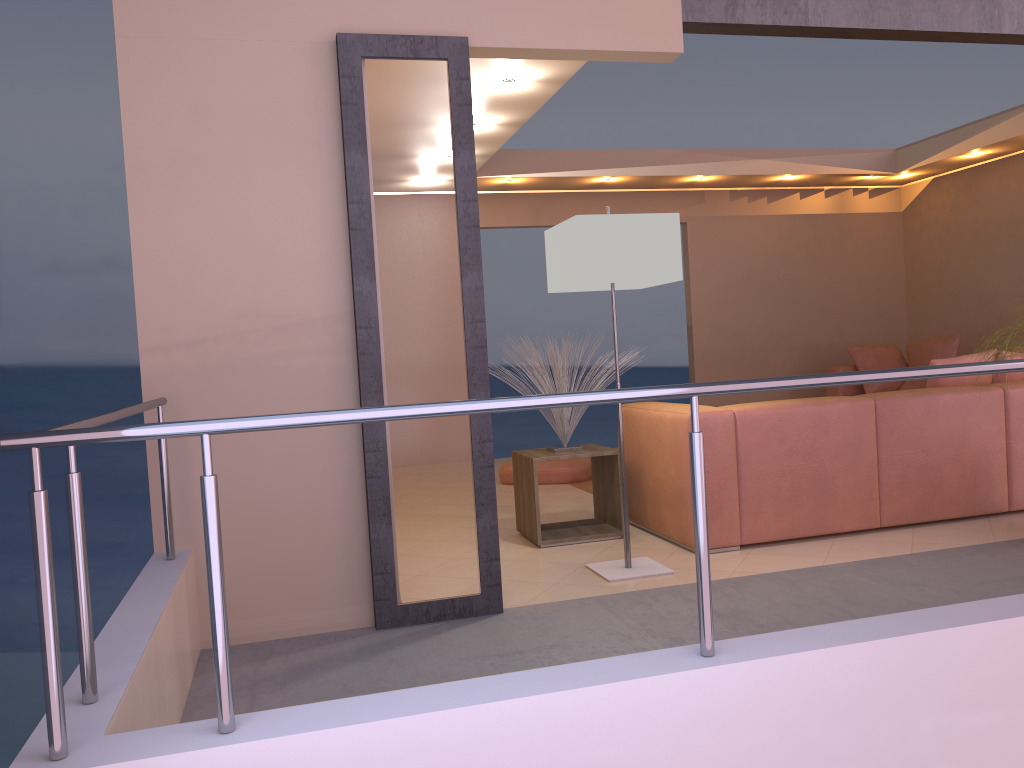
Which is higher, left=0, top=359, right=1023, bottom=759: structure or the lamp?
the lamp

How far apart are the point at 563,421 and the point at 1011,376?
2.41m

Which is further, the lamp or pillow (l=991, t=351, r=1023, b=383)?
pillow (l=991, t=351, r=1023, b=383)

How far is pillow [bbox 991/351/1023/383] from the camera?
4.7 meters

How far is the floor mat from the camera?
6.16m

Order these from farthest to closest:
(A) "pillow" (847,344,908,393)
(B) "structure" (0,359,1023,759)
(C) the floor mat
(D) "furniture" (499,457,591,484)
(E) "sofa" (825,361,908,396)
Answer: Answer: 1. (E) "sofa" (825,361,908,396)
2. (A) "pillow" (847,344,908,393)
3. (D) "furniture" (499,457,591,484)
4. (C) the floor mat
5. (B) "structure" (0,359,1023,759)

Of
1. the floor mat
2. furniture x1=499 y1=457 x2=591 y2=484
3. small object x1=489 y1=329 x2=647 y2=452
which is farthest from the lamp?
furniture x1=499 y1=457 x2=591 y2=484

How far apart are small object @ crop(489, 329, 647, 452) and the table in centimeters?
5cm

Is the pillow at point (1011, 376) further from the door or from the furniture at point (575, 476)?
the door

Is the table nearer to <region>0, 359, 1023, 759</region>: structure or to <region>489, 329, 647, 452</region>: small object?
<region>489, 329, 647, 452</region>: small object
